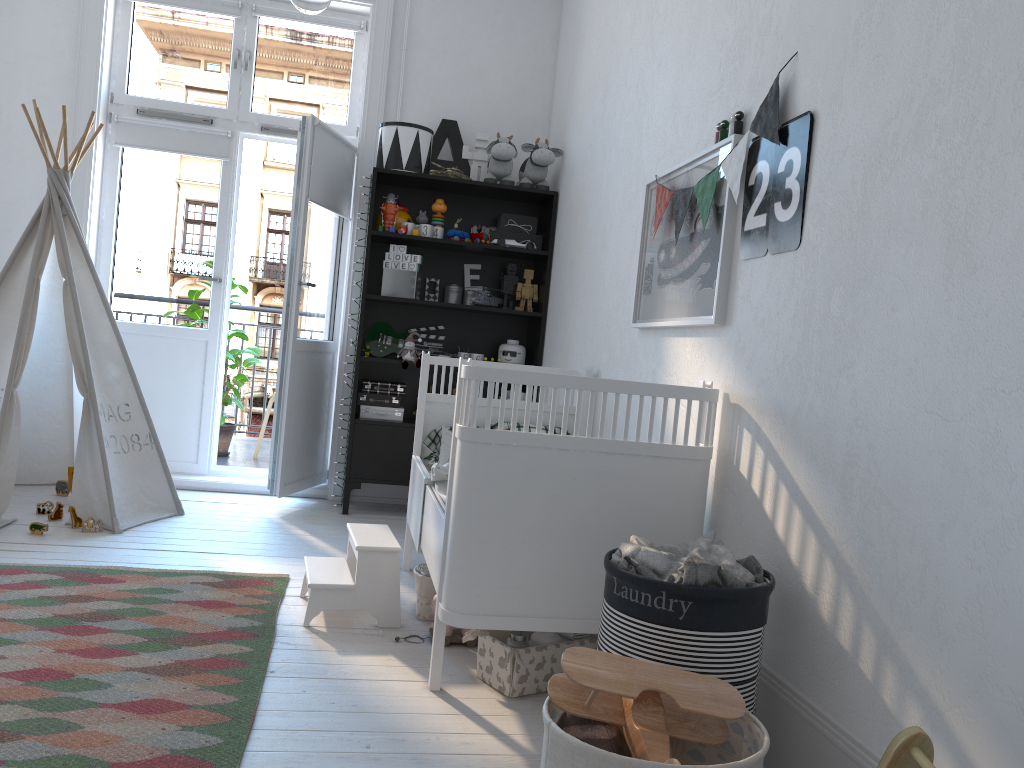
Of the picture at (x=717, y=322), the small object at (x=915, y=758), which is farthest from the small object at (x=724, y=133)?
the small object at (x=915, y=758)

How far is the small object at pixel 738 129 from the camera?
2.3 meters

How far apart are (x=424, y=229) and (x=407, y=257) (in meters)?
0.16

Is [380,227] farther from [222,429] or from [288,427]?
[222,429]

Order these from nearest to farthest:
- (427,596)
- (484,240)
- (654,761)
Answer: (654,761)
(427,596)
(484,240)

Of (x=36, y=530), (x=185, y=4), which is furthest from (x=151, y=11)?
(x=36, y=530)

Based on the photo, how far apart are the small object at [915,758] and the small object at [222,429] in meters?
4.8

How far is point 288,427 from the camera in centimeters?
421cm

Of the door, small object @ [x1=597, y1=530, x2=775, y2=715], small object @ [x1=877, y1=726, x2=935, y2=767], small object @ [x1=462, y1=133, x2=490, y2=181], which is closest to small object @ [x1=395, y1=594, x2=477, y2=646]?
small object @ [x1=597, y1=530, x2=775, y2=715]

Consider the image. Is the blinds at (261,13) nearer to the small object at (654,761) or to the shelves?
the shelves
